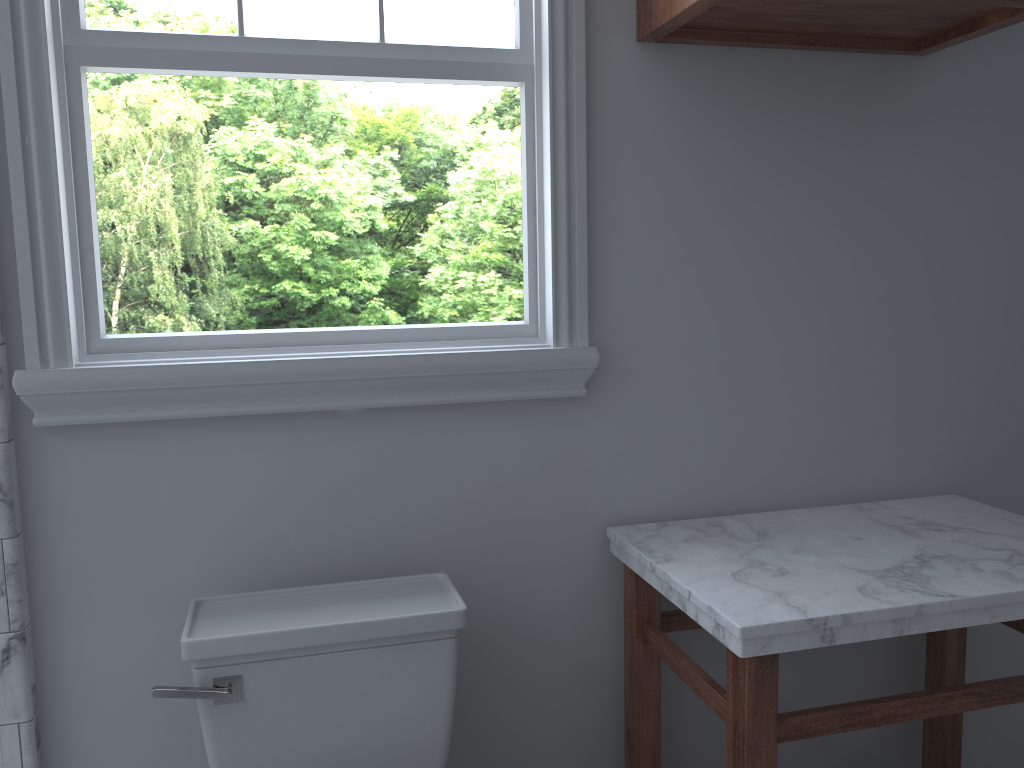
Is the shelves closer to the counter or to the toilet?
the counter

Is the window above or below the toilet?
above

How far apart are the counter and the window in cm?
29

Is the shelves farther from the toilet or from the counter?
the toilet

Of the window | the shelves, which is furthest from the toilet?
the shelves

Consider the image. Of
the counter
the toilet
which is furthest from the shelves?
the toilet

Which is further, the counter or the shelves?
the shelves

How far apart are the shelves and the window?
0.1m

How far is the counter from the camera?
1.32m

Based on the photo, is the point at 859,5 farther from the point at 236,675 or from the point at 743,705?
the point at 236,675
